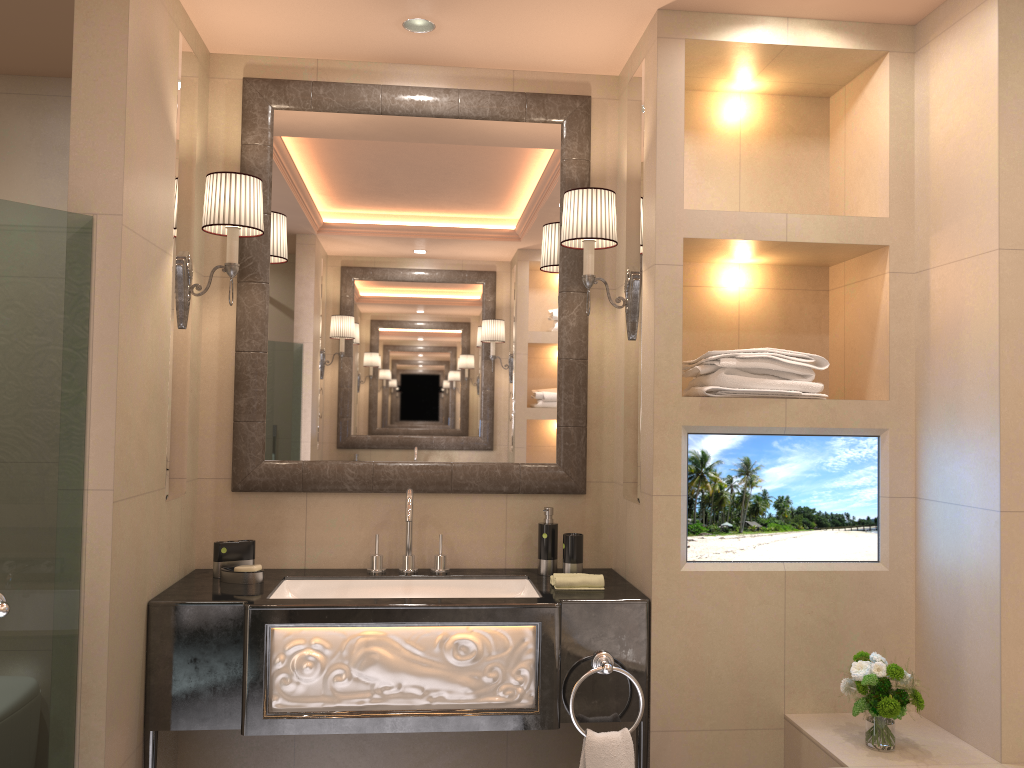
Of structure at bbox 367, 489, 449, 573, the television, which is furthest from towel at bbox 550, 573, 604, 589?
structure at bbox 367, 489, 449, 573

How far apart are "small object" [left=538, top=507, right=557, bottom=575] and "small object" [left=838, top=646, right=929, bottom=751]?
0.89m

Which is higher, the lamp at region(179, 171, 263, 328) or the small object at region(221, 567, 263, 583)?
the lamp at region(179, 171, 263, 328)

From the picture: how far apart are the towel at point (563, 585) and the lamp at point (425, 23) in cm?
166

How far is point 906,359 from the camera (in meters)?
2.53

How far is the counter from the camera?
2.3m

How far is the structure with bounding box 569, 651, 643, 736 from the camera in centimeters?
233cm

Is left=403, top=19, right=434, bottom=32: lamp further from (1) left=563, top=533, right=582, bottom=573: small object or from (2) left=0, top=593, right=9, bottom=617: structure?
→ (2) left=0, top=593, right=9, bottom=617: structure

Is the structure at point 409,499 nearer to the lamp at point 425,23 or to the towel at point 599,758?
the towel at point 599,758

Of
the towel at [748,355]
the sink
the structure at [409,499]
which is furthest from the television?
the structure at [409,499]
